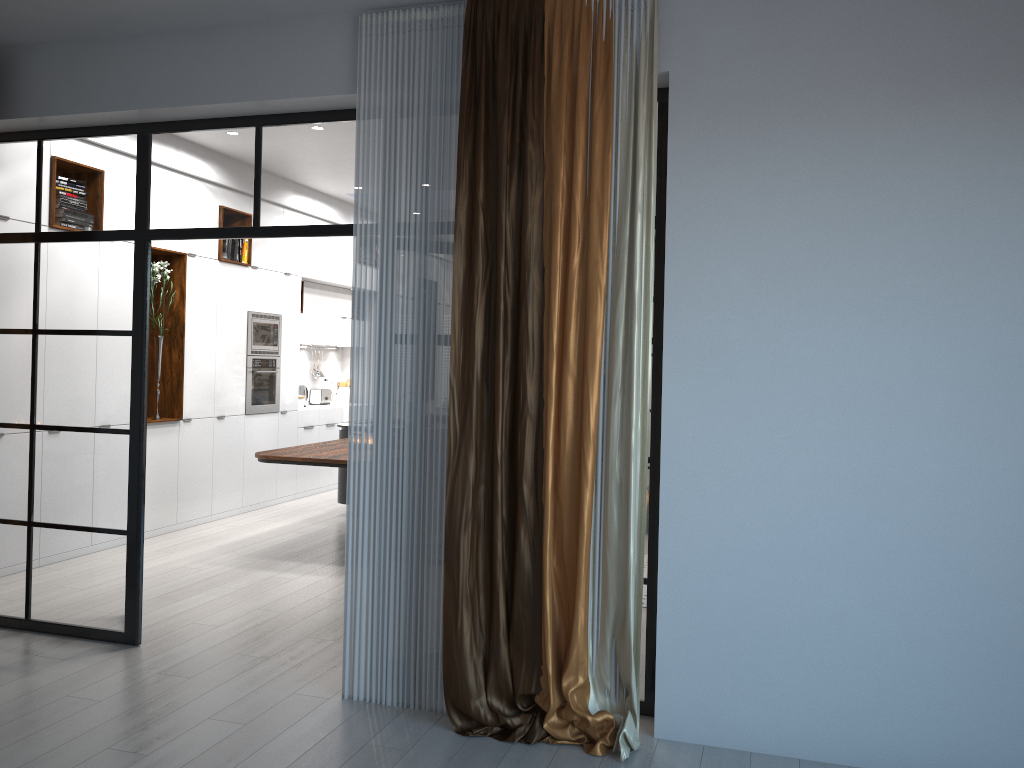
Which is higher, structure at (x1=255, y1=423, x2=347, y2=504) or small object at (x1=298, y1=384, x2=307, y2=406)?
small object at (x1=298, y1=384, x2=307, y2=406)

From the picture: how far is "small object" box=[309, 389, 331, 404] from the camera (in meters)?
10.71

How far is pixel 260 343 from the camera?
8.5m

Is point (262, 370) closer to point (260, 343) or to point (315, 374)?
point (260, 343)

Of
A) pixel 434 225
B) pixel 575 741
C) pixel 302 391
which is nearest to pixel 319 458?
pixel 434 225

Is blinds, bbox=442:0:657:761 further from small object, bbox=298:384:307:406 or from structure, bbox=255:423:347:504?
small object, bbox=298:384:307:406

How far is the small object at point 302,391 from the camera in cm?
1022

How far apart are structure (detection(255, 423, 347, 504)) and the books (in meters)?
1.91

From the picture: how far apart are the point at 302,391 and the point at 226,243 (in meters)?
2.45

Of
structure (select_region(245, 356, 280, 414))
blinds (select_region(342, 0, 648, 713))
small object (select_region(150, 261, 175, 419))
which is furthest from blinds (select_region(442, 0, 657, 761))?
structure (select_region(245, 356, 280, 414))
